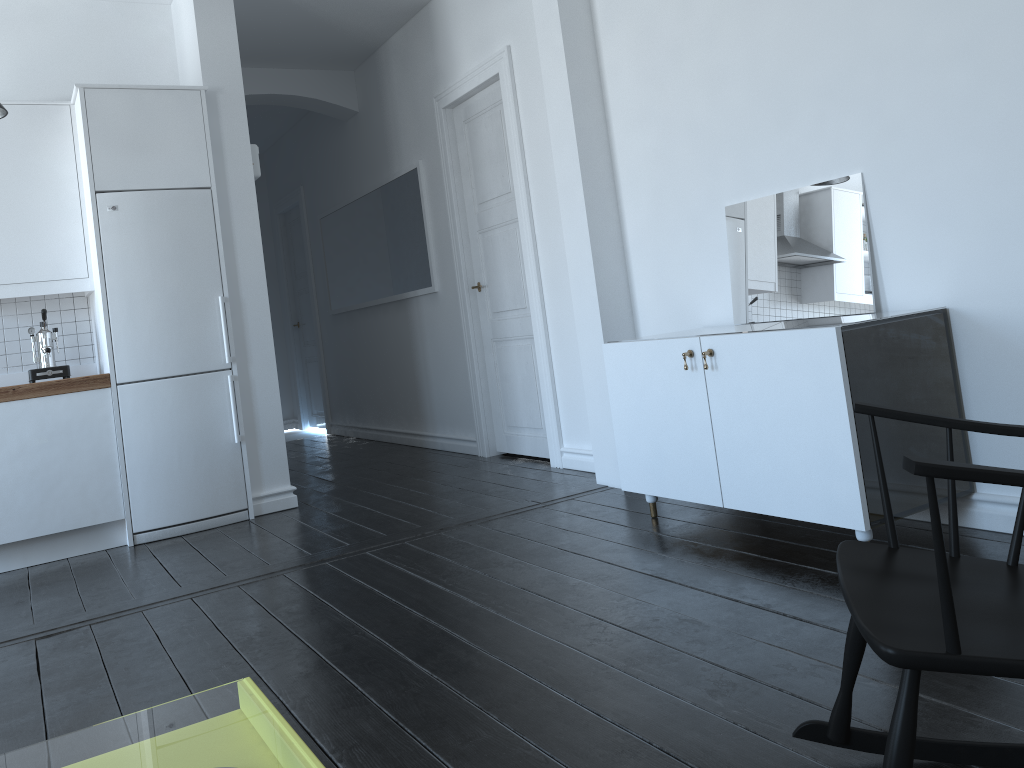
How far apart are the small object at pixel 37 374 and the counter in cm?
25

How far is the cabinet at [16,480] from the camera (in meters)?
4.28

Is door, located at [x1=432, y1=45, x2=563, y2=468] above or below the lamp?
below

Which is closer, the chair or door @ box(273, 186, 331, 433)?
the chair

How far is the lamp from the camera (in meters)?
4.03

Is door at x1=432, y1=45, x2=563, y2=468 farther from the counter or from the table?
the counter

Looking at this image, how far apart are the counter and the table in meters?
2.1 m

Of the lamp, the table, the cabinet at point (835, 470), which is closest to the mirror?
the cabinet at point (835, 470)

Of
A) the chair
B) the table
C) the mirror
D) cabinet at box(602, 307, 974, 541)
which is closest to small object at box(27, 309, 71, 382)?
the table

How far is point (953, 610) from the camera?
1.2 meters
